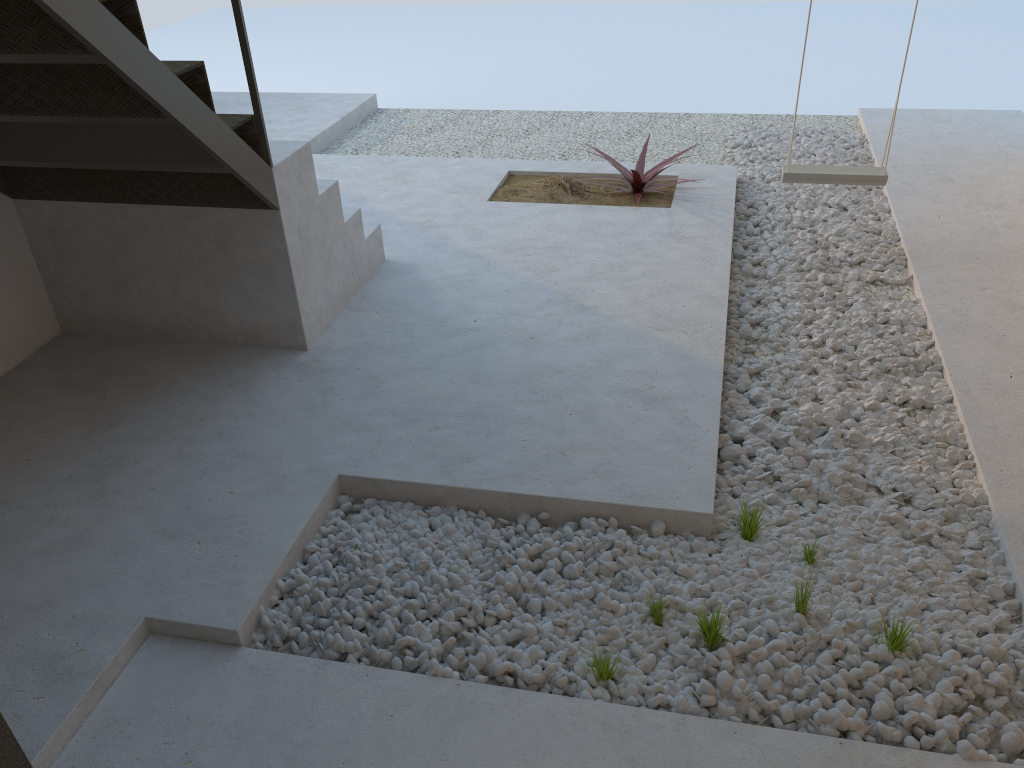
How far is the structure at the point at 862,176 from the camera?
4.1 meters

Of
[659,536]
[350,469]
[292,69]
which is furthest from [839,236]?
[292,69]

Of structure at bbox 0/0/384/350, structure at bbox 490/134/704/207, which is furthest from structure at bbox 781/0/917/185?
structure at bbox 0/0/384/350

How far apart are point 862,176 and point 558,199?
1.6m

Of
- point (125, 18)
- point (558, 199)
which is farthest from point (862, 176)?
point (125, 18)

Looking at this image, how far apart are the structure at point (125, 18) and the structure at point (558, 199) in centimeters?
107cm

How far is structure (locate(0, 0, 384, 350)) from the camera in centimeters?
250cm

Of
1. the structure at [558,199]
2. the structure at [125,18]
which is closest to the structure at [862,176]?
the structure at [558,199]

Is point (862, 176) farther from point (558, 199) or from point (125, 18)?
point (125, 18)

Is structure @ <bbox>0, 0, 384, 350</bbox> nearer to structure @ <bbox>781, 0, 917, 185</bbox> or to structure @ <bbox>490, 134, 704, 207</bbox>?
structure @ <bbox>490, 134, 704, 207</bbox>
